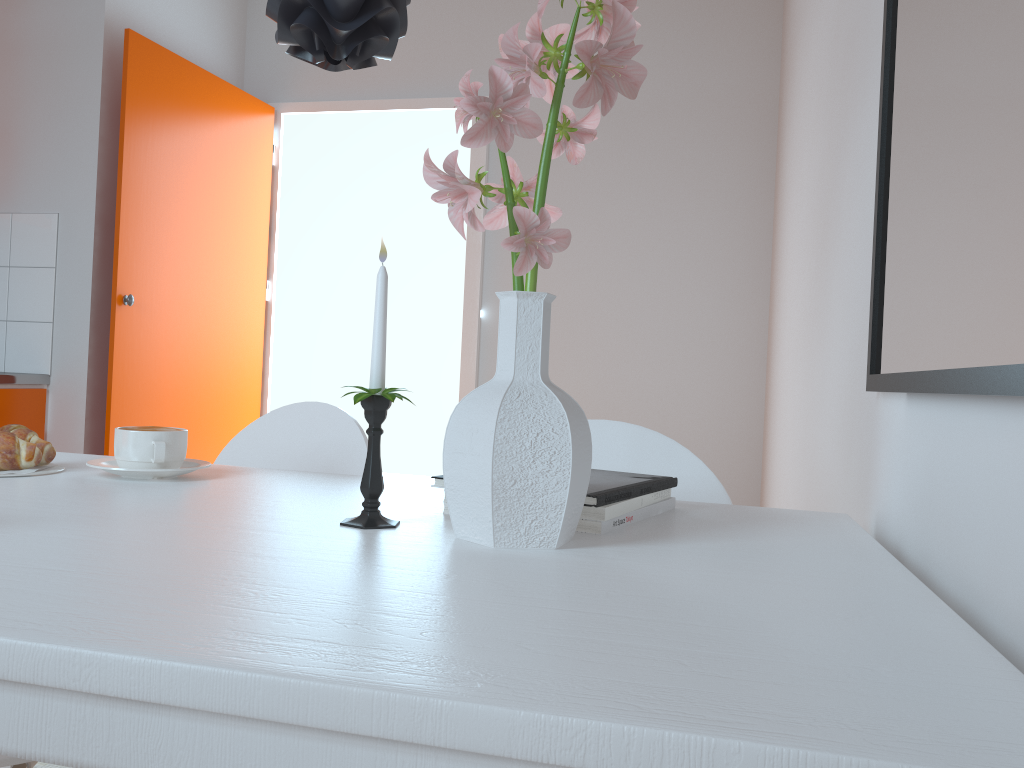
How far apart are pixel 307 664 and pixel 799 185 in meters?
2.2

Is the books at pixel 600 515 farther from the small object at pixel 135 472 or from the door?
the door

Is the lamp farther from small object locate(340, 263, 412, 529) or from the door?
the door

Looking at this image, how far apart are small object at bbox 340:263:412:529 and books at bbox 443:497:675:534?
0.2 meters

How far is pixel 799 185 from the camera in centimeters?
236cm

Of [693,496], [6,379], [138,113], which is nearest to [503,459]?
[693,496]

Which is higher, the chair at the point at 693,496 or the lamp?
the lamp

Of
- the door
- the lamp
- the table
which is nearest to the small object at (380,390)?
the table

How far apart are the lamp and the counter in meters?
2.2 m

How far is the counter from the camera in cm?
279
